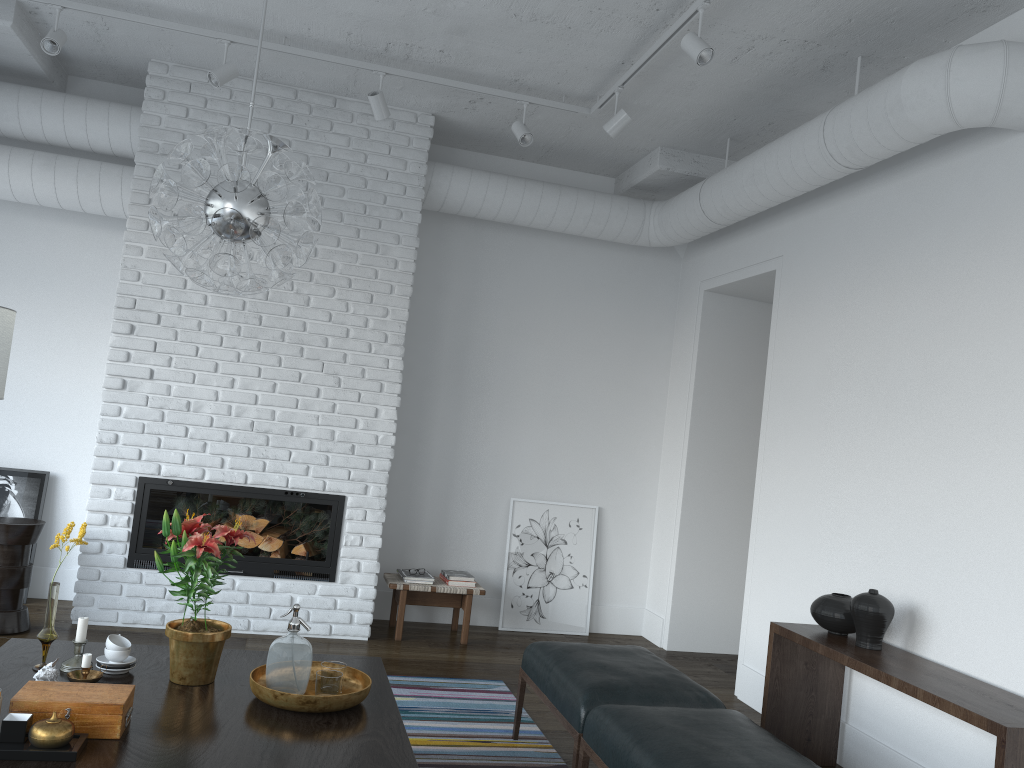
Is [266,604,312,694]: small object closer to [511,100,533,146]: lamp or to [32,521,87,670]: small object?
[32,521,87,670]: small object

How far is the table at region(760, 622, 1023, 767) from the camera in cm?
279

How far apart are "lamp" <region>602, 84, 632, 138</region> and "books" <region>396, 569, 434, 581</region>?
2.9m

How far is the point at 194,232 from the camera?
2.7 meters

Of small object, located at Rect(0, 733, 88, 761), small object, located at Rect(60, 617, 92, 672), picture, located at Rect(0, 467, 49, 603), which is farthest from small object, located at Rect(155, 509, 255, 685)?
picture, located at Rect(0, 467, 49, 603)

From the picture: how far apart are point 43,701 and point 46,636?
0.6 meters

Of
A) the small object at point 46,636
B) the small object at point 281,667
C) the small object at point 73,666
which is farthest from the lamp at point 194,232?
the small object at point 73,666

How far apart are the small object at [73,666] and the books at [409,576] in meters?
2.7

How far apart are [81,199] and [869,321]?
4.3m

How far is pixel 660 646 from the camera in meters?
6.0
